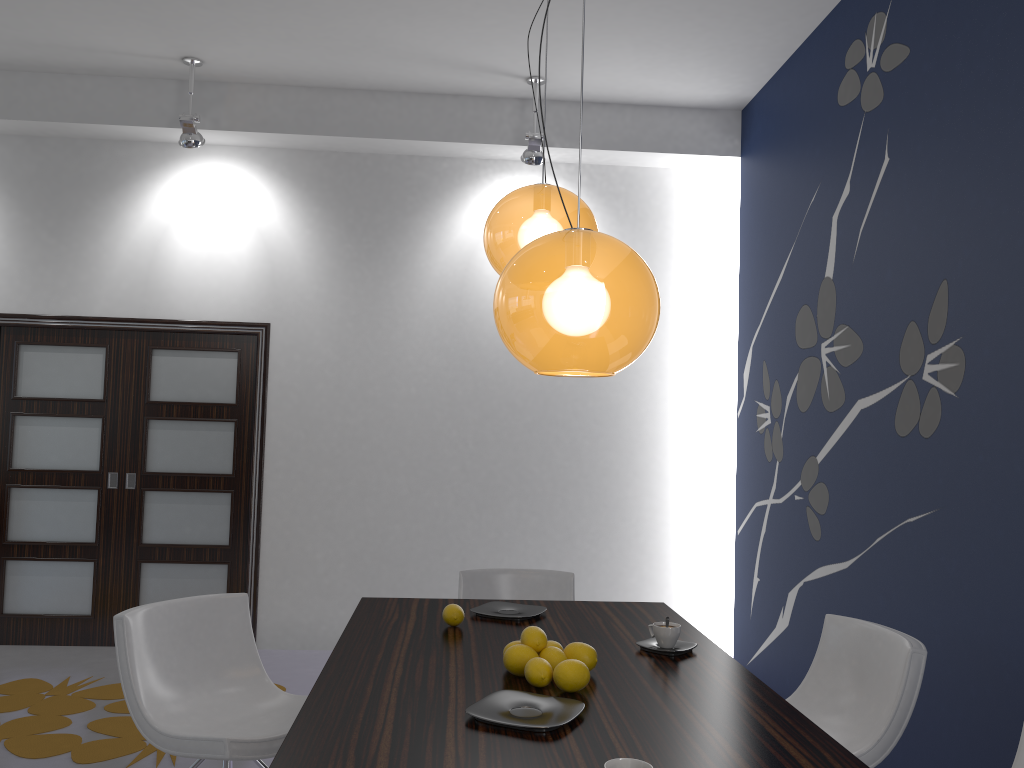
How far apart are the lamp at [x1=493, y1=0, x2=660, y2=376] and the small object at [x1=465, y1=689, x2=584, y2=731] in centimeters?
73cm

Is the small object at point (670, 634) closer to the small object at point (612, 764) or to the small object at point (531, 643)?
the small object at point (531, 643)

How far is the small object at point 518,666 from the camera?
2.2 meters

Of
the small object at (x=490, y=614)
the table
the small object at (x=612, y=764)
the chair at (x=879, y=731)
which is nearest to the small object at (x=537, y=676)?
the table

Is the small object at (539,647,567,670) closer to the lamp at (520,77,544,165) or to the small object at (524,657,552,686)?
the small object at (524,657,552,686)

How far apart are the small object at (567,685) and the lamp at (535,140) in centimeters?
371cm

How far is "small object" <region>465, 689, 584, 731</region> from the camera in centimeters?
184cm

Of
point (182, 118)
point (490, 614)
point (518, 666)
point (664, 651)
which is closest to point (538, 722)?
point (518, 666)

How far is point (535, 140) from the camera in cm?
520

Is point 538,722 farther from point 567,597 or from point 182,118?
point 182,118
